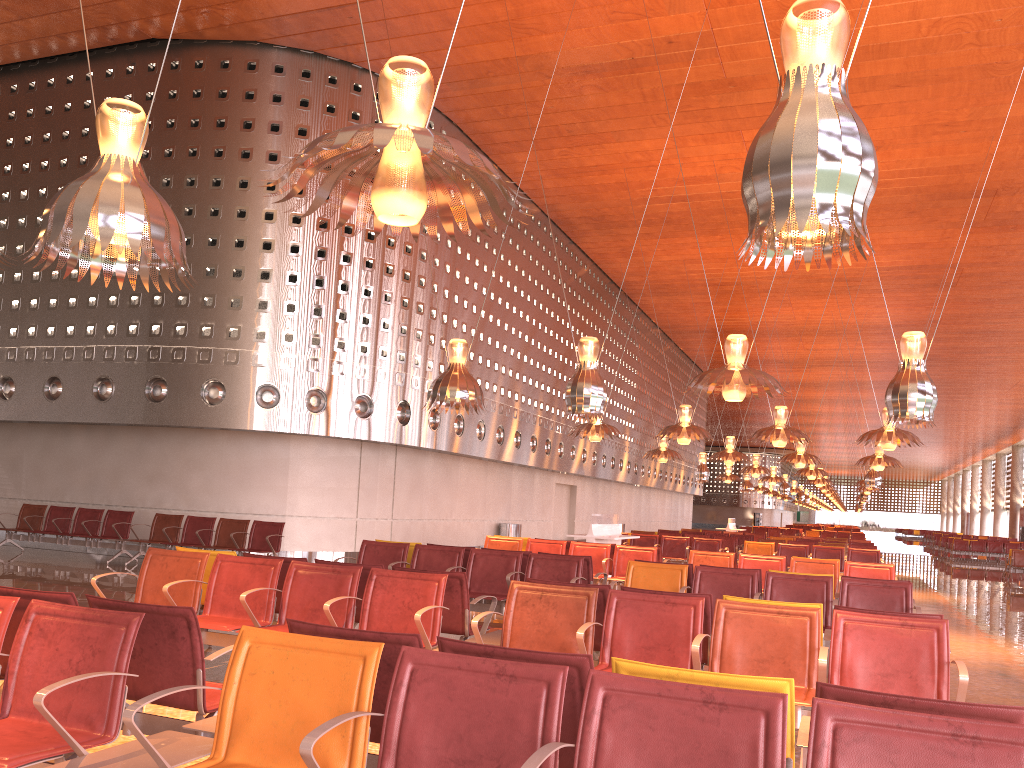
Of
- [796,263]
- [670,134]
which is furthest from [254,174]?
[796,263]
